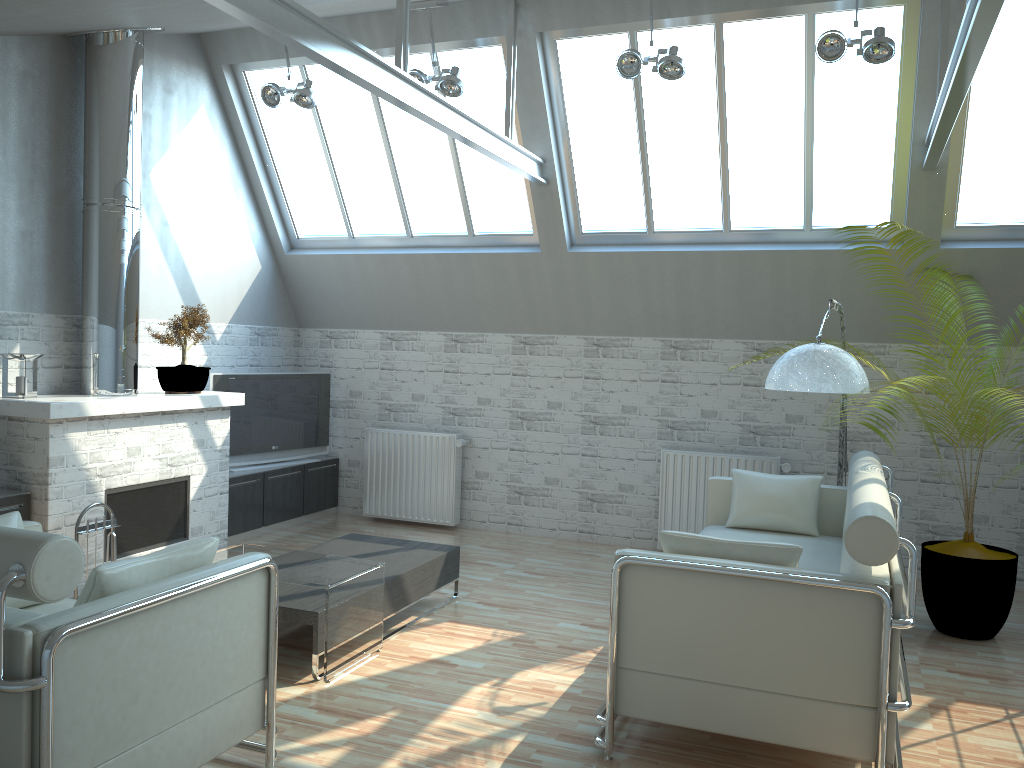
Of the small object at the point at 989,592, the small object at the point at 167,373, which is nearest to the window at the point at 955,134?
the small object at the point at 989,592

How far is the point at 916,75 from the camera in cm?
1065

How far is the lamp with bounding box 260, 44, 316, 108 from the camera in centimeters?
1199cm

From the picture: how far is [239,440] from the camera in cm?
1383

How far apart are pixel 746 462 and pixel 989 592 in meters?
4.0 m

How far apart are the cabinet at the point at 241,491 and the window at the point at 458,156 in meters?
3.7

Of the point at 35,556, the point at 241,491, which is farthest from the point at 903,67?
the point at 241,491

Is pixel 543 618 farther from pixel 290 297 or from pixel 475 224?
pixel 290 297

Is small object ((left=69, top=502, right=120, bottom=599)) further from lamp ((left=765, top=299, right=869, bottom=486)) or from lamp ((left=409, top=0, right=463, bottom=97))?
lamp ((left=765, top=299, right=869, bottom=486))

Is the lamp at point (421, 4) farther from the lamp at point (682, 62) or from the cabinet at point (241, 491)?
the cabinet at point (241, 491)
